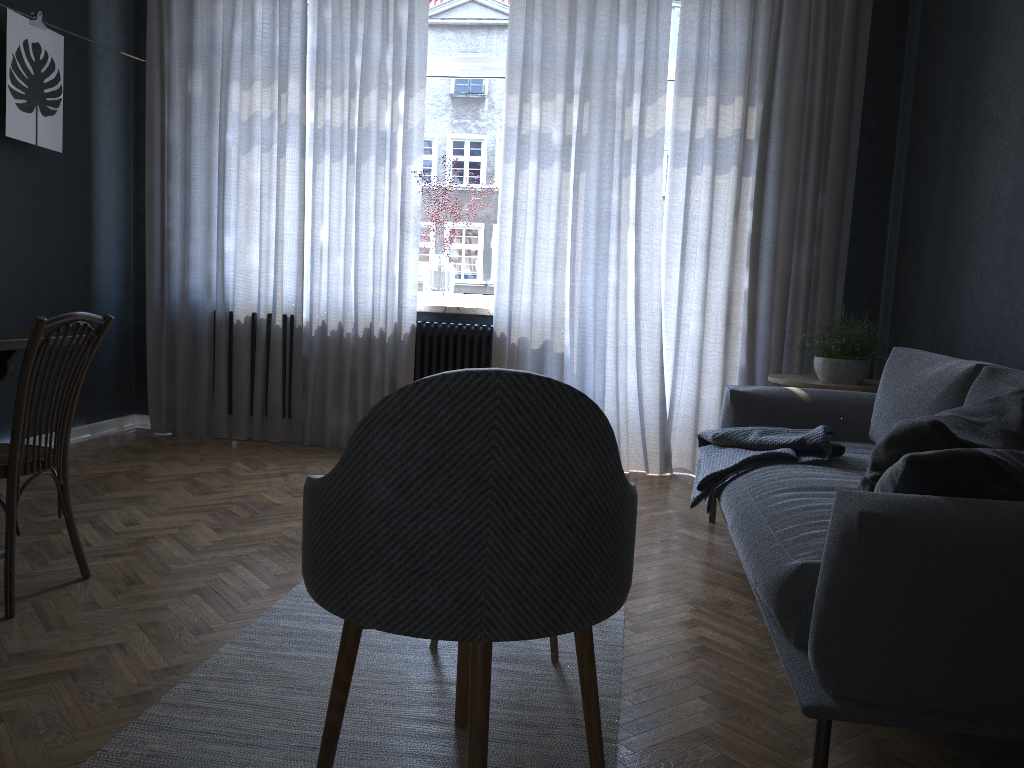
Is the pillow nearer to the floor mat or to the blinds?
the floor mat

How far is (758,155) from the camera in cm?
455

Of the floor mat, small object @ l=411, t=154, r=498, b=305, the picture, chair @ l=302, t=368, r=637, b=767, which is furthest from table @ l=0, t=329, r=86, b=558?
small object @ l=411, t=154, r=498, b=305

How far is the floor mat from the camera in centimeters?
175cm

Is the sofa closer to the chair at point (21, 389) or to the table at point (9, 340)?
the chair at point (21, 389)

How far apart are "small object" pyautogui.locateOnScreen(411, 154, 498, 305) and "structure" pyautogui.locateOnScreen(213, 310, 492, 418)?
0.15m

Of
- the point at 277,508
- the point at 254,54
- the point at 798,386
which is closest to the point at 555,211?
the point at 798,386

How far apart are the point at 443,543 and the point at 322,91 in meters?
4.0

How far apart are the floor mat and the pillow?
0.74m

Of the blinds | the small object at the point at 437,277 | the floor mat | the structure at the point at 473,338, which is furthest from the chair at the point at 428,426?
the small object at the point at 437,277
